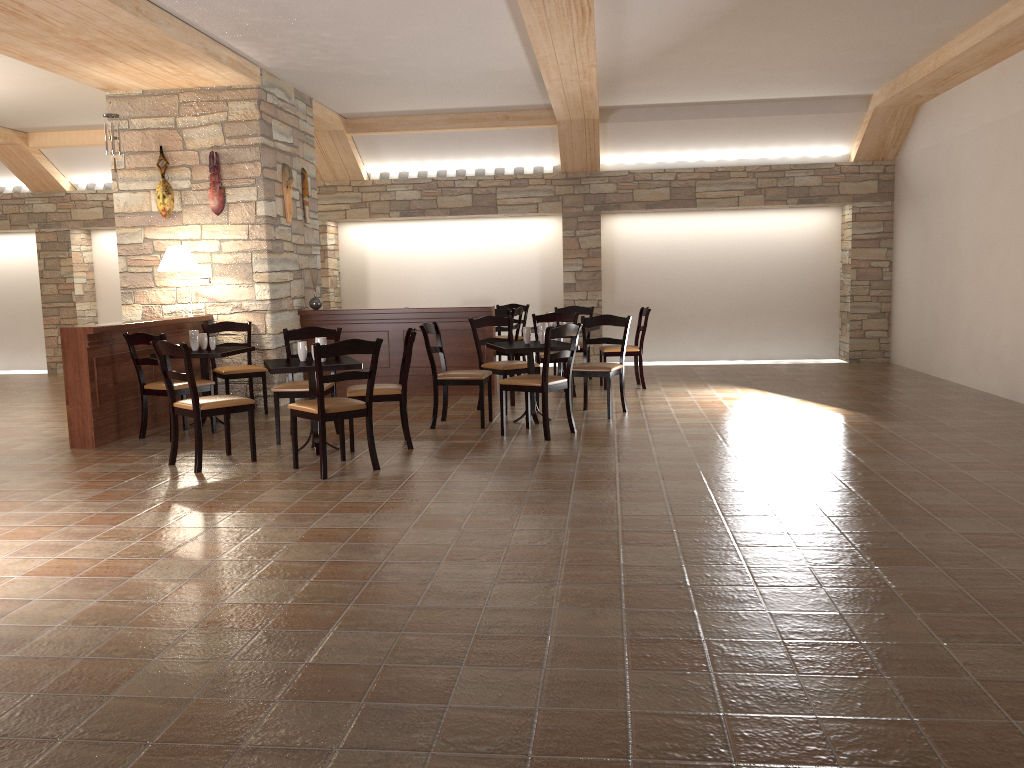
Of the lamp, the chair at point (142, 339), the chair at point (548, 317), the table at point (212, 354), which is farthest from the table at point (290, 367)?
the chair at point (548, 317)

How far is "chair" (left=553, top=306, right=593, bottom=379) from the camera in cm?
1025

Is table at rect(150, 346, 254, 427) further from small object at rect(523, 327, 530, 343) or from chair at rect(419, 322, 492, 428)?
small object at rect(523, 327, 530, 343)

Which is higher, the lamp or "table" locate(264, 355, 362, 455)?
the lamp

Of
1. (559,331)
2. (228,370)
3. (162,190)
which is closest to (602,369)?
(559,331)

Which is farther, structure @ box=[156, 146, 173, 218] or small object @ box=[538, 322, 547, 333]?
structure @ box=[156, 146, 173, 218]

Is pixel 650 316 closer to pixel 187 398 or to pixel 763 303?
pixel 763 303

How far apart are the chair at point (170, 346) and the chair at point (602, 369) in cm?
277

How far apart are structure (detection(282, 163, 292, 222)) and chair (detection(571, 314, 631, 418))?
3.3 meters

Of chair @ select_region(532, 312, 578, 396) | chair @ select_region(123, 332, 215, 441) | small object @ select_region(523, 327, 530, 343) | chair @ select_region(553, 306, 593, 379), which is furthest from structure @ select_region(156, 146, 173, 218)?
chair @ select_region(553, 306, 593, 379)
